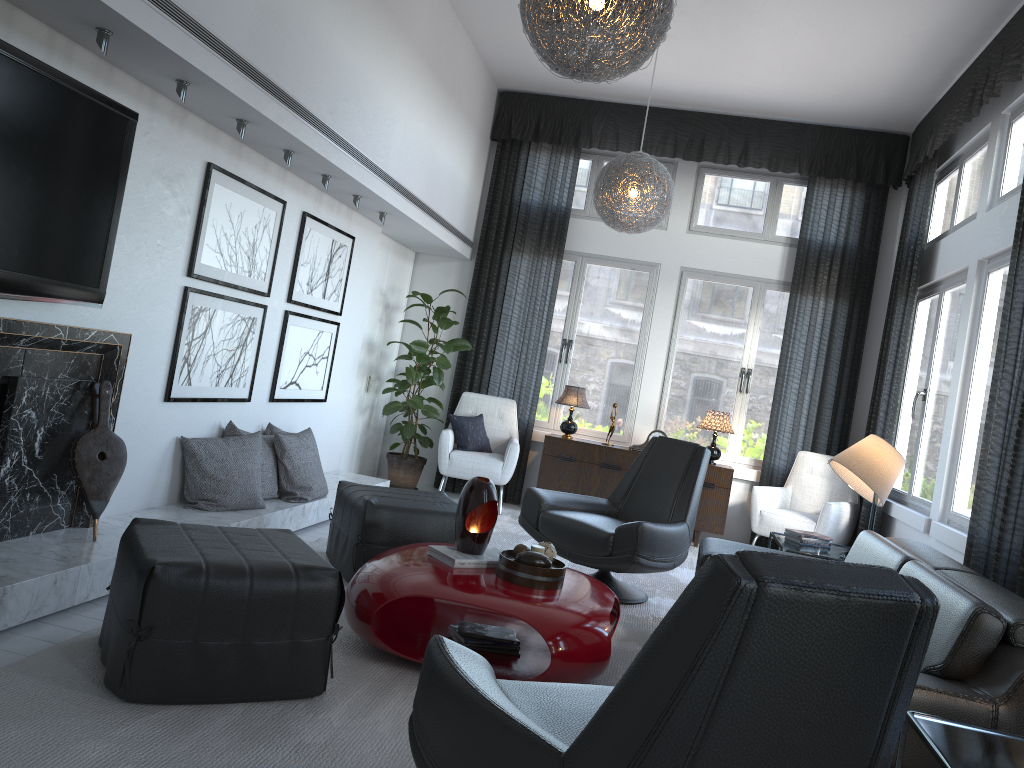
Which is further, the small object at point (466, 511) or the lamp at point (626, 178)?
the lamp at point (626, 178)

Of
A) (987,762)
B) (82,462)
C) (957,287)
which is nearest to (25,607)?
(82,462)

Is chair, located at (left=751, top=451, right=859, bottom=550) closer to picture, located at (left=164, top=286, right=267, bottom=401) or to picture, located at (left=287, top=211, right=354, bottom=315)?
picture, located at (left=287, top=211, right=354, bottom=315)

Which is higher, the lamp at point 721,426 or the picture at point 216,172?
the picture at point 216,172

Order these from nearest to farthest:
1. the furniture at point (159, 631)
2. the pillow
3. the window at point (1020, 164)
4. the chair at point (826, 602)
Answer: the chair at point (826, 602) → the furniture at point (159, 631) → the window at point (1020, 164) → the pillow

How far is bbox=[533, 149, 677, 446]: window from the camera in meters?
7.1 m

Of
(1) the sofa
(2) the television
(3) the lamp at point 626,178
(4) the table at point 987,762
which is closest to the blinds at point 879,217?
Result: (3) the lamp at point 626,178

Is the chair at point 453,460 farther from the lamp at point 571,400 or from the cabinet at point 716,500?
the lamp at point 571,400

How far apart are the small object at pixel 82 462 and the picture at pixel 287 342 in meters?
1.6 m

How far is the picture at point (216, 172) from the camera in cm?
399
